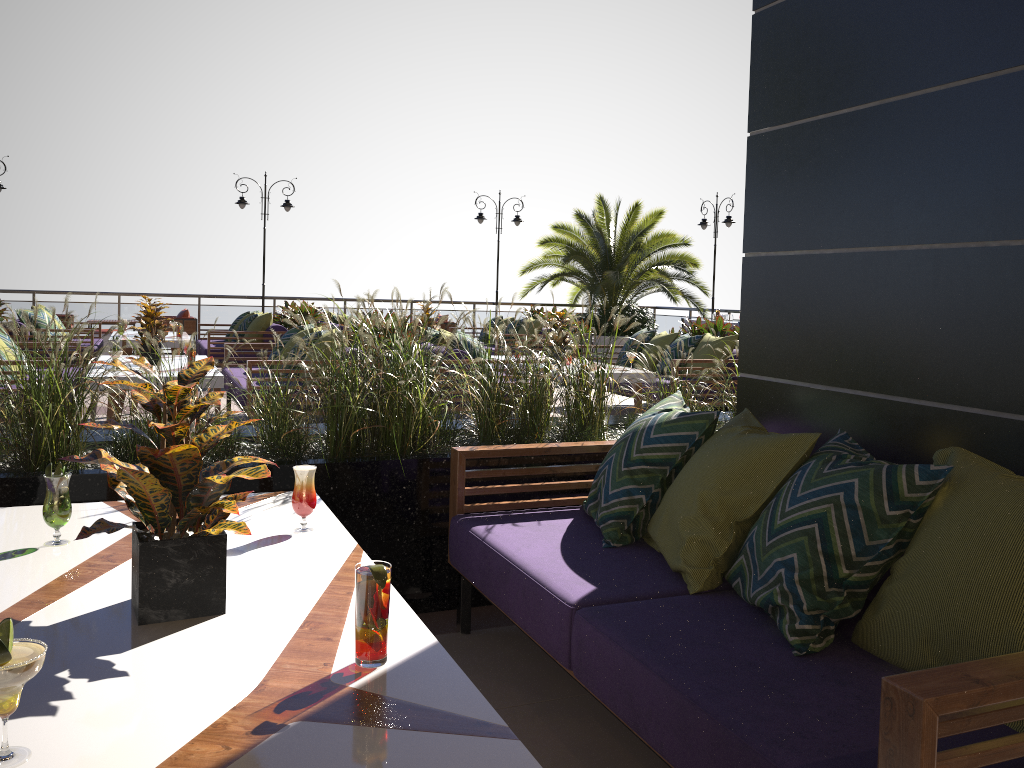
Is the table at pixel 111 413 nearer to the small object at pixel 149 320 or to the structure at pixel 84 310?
the small object at pixel 149 320

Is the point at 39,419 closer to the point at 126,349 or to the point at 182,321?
the point at 126,349

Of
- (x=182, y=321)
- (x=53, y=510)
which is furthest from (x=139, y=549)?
(x=182, y=321)

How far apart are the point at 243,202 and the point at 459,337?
9.6 meters

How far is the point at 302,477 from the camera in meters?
2.5

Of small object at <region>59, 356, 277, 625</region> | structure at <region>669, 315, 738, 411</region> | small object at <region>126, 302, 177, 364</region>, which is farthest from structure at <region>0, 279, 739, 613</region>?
structure at <region>669, 315, 738, 411</region>

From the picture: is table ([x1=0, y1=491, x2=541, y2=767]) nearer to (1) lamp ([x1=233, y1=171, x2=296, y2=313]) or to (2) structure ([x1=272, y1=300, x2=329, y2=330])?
(2) structure ([x1=272, y1=300, x2=329, y2=330])

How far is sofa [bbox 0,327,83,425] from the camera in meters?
6.9

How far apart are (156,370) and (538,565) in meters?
5.3

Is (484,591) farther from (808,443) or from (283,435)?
(808,443)
